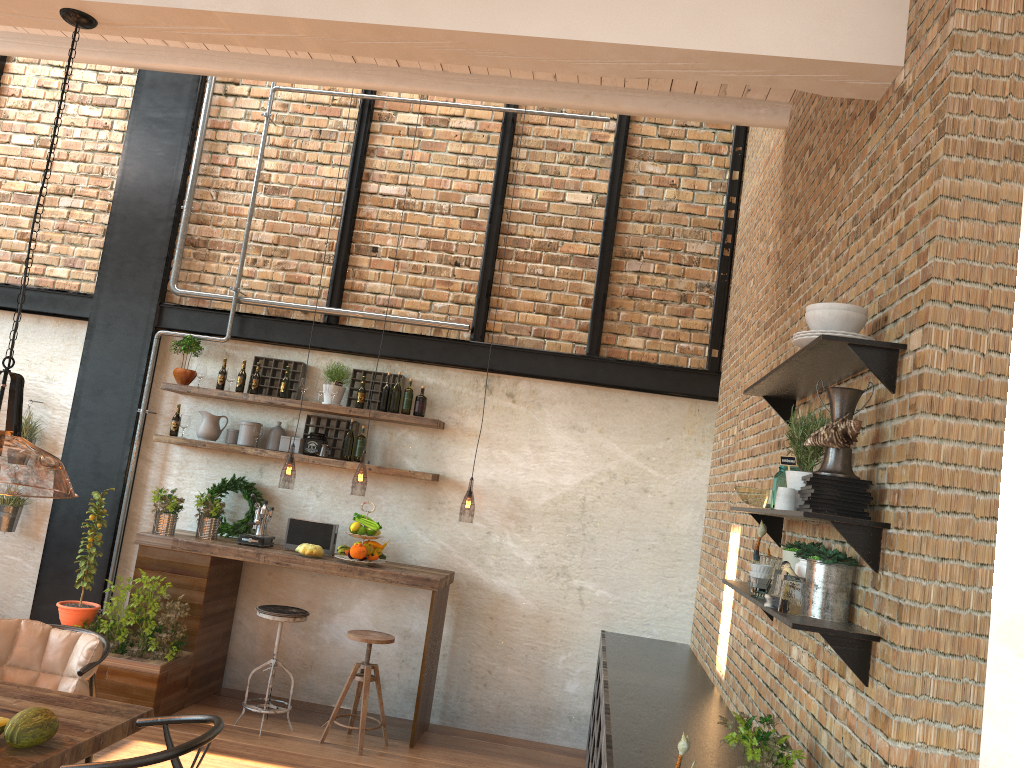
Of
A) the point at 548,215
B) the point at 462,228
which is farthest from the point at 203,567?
the point at 548,215

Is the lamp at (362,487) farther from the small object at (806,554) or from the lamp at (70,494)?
the small object at (806,554)

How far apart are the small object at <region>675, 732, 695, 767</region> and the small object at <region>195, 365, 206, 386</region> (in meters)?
5.04

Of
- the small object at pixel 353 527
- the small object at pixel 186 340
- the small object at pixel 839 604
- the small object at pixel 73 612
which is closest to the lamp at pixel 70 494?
the small object at pixel 73 612

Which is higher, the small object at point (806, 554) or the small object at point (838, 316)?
the small object at point (838, 316)

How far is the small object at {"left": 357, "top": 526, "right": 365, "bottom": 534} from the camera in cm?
606

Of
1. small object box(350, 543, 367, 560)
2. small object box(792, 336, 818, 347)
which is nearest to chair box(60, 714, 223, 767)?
small object box(792, 336, 818, 347)

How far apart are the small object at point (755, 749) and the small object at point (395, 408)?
4.1m

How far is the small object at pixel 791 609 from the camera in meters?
2.6

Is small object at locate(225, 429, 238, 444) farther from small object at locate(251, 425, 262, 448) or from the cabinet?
the cabinet
